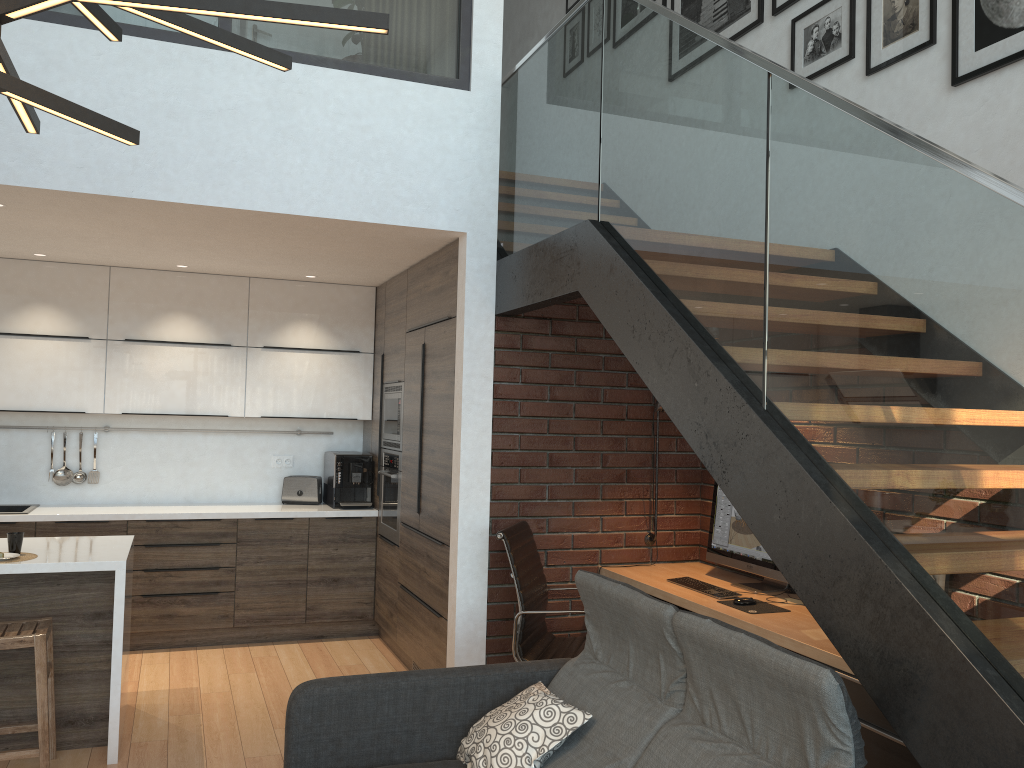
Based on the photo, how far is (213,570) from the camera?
5.60m

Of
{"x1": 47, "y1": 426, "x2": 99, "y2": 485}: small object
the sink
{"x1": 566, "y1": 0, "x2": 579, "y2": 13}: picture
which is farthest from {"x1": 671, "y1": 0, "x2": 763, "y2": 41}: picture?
the sink

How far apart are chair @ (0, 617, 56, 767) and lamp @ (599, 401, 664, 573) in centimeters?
280cm

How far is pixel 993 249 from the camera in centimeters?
176cm

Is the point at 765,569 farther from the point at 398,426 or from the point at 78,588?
the point at 78,588

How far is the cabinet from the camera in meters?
3.9

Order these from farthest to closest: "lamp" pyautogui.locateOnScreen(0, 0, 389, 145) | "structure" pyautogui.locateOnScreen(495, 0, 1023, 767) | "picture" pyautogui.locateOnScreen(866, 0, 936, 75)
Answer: "picture" pyautogui.locateOnScreen(866, 0, 936, 75) → "structure" pyautogui.locateOnScreen(495, 0, 1023, 767) → "lamp" pyautogui.locateOnScreen(0, 0, 389, 145)

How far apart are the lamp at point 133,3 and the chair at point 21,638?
2.5m

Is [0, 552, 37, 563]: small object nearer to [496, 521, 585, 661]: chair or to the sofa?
the sofa

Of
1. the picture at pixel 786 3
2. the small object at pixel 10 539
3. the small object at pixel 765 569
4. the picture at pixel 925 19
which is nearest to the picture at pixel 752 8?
the picture at pixel 786 3
